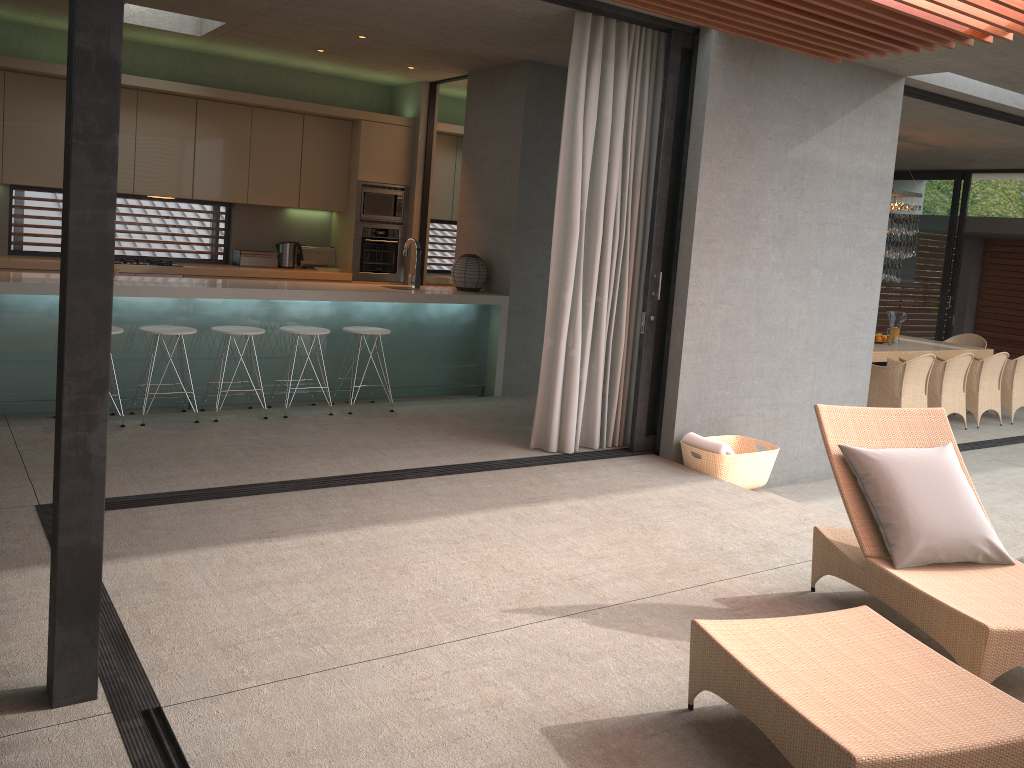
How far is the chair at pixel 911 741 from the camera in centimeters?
232cm

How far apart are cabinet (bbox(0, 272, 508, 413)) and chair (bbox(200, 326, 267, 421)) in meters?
0.2 m

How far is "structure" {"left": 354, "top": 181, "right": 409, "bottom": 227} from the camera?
9.02m

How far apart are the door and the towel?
4.29m

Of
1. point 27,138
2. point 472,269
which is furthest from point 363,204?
point 27,138

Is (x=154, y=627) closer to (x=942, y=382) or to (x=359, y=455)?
(x=359, y=455)

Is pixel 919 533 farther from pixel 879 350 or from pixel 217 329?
pixel 879 350

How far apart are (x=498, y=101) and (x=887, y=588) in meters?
5.7

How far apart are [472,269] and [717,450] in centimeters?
298cm

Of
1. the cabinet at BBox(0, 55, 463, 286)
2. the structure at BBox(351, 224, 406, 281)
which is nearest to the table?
the cabinet at BBox(0, 55, 463, 286)
